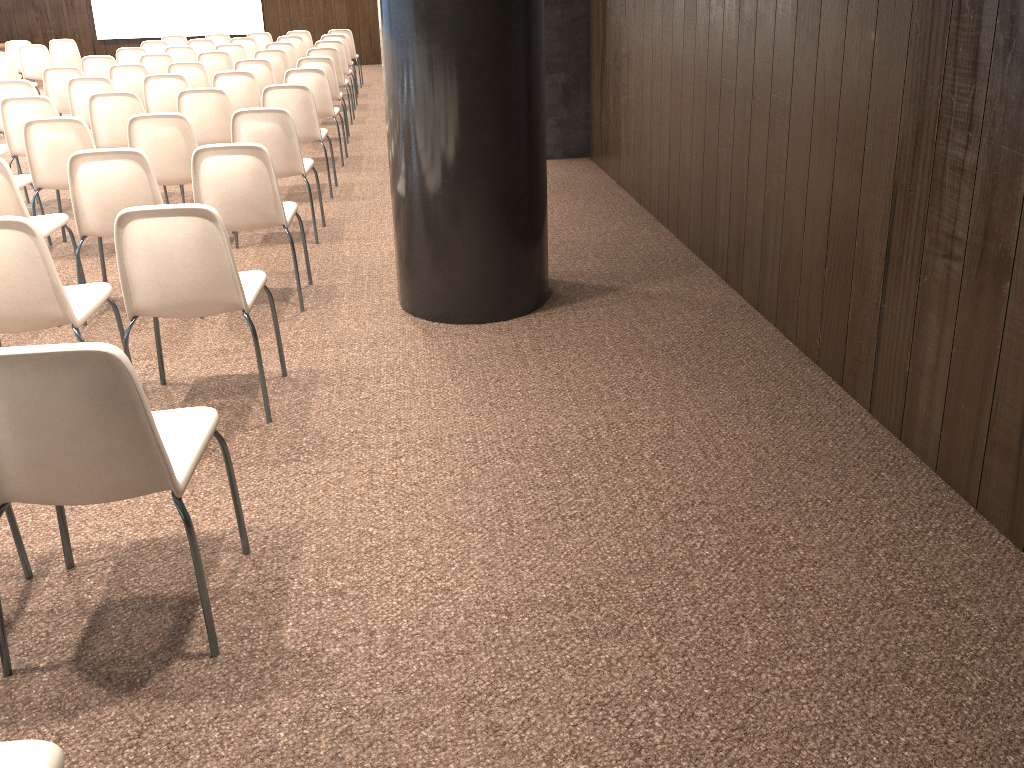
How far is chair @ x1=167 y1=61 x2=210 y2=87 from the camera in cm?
827

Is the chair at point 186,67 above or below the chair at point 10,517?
above

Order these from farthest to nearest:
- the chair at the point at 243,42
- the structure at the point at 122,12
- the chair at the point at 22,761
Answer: the structure at the point at 122,12 → the chair at the point at 243,42 → the chair at the point at 22,761

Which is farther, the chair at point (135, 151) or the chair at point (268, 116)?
the chair at point (268, 116)

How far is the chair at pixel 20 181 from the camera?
5.4m

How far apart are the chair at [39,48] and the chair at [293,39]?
3.1 meters

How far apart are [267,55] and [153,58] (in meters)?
1.19

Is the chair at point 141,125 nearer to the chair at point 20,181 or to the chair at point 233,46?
the chair at point 20,181

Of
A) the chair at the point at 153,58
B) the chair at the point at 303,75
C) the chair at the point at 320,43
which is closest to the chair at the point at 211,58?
the chair at the point at 153,58

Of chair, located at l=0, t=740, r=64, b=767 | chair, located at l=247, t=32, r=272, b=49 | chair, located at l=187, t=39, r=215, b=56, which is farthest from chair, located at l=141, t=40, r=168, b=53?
chair, located at l=0, t=740, r=64, b=767
